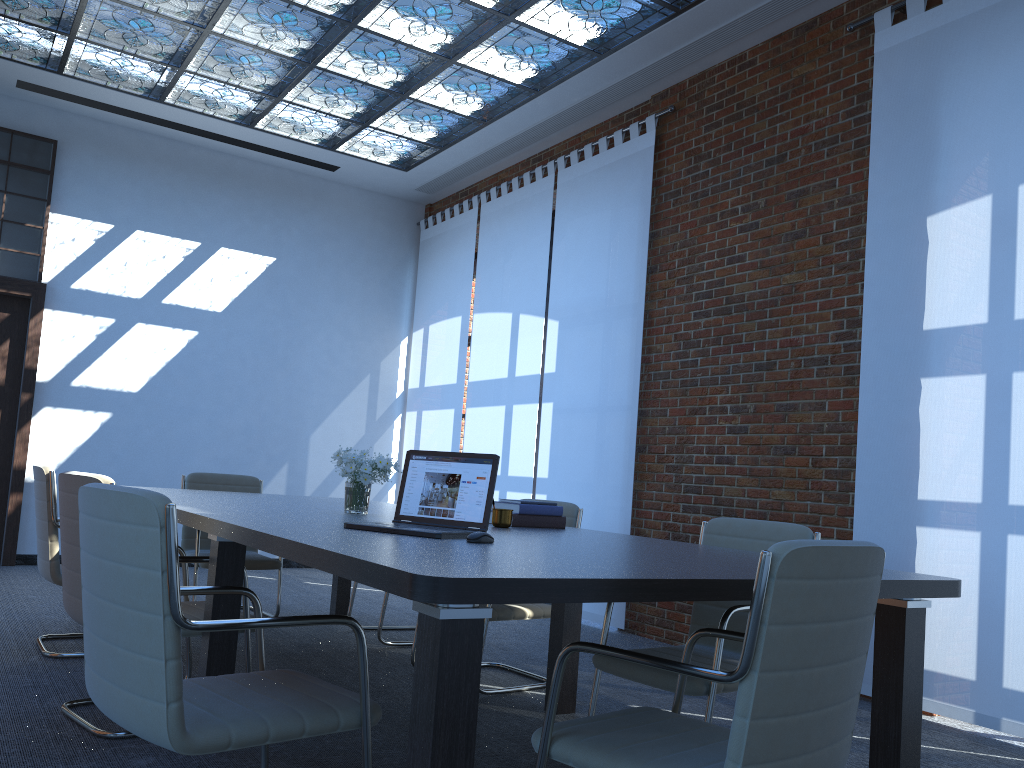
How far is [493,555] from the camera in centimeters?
223cm

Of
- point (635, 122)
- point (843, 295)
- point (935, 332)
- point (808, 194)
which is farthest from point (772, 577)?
point (635, 122)

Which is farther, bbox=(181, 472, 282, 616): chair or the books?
bbox=(181, 472, 282, 616): chair

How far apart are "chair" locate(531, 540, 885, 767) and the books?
1.5m

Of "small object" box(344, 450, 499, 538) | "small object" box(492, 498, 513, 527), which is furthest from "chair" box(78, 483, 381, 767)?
"small object" box(492, 498, 513, 527)

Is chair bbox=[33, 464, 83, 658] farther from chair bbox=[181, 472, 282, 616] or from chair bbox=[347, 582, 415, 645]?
chair bbox=[347, 582, 415, 645]

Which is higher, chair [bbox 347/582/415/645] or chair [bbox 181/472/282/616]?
chair [bbox 181/472/282/616]

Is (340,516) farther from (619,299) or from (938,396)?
(619,299)

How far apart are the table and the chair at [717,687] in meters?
0.2 m

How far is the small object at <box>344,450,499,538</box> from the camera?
2.9m
